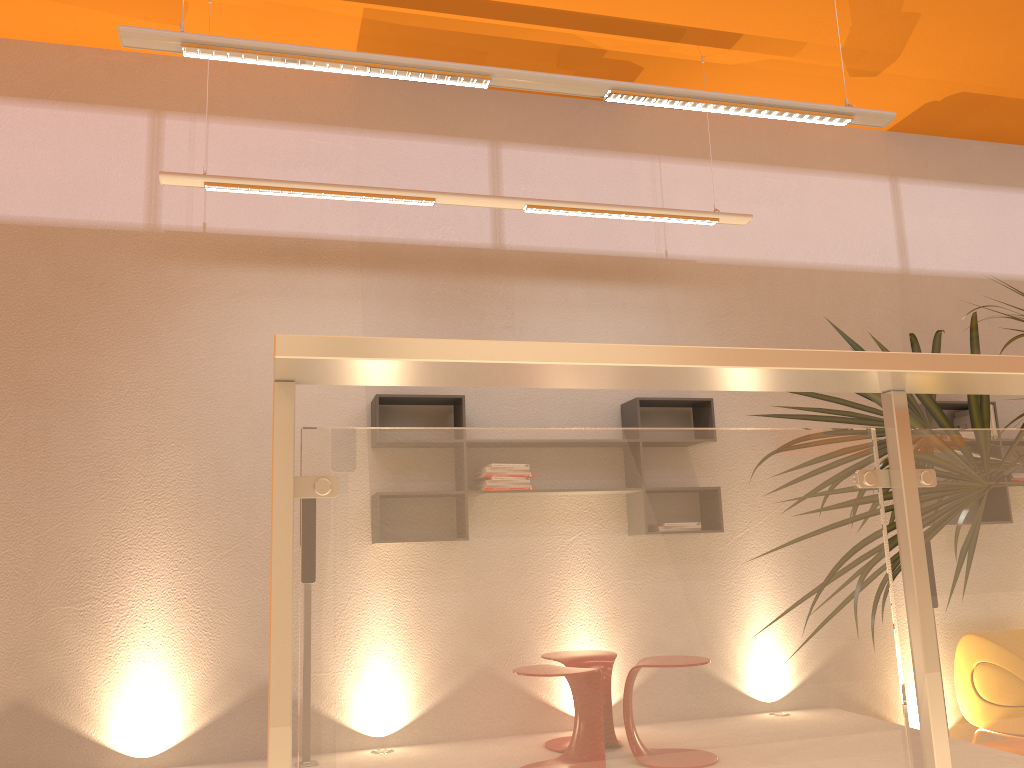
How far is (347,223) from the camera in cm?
516

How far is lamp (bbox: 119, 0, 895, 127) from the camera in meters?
3.2

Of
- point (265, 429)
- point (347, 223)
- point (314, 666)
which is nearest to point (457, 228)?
point (347, 223)

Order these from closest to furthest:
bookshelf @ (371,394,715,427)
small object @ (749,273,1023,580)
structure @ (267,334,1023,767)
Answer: structure @ (267,334,1023,767)
small object @ (749,273,1023,580)
bookshelf @ (371,394,715,427)

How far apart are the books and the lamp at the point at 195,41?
2.70m

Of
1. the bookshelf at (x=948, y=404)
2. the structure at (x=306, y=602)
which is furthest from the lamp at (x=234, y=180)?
the structure at (x=306, y=602)

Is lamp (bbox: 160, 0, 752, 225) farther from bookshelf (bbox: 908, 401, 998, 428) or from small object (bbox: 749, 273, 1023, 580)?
small object (bbox: 749, 273, 1023, 580)

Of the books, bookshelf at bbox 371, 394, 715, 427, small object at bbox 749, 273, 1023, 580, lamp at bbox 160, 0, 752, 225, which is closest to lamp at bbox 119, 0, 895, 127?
lamp at bbox 160, 0, 752, 225

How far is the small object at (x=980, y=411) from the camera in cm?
211

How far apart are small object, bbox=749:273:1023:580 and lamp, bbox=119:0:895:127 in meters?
1.3 m
